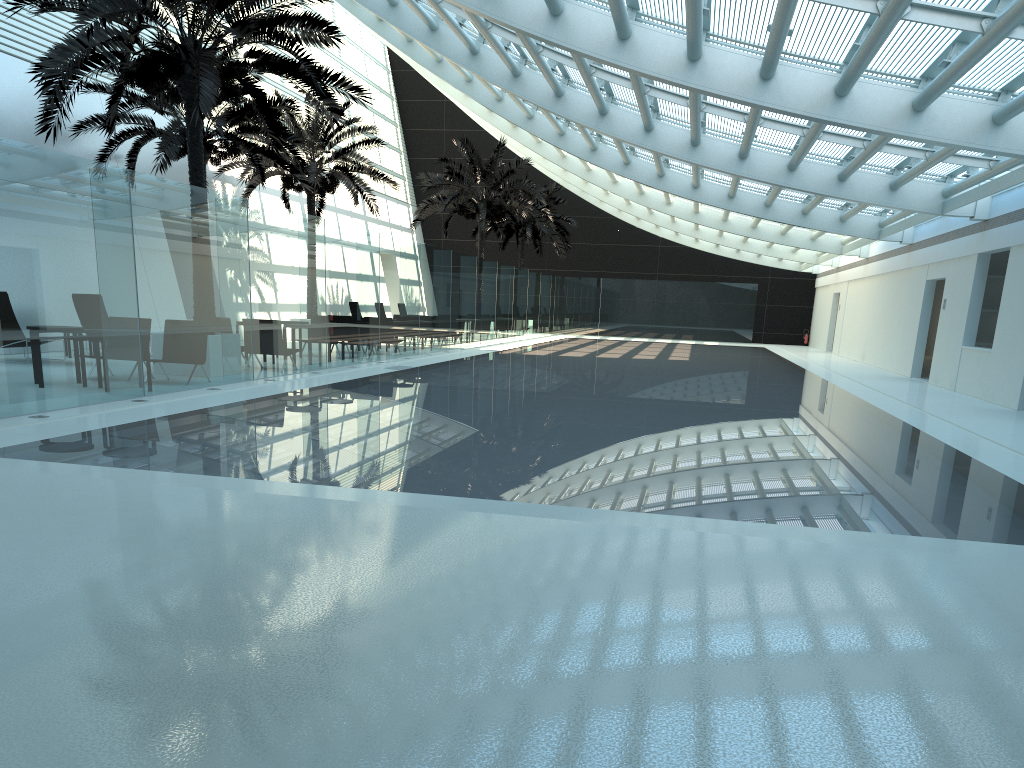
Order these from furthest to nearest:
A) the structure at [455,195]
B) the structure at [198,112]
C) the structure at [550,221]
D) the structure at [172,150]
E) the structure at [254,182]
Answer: the structure at [550,221] → the structure at [455,195] → the structure at [254,182] → the structure at [172,150] → the structure at [198,112]

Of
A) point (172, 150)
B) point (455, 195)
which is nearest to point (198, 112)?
point (172, 150)

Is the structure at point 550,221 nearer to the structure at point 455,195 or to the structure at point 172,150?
the structure at point 455,195

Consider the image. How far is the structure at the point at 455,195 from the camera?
31.01m

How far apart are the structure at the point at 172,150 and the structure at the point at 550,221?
17.43m

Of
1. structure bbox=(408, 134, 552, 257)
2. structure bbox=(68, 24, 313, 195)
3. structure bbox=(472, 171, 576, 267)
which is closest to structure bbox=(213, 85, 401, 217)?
structure bbox=(68, 24, 313, 195)

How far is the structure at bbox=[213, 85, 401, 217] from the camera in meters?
24.2

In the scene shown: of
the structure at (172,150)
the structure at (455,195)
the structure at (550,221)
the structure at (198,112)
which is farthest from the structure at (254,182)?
the structure at (550,221)

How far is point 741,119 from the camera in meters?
15.0

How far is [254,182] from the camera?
24.2 meters
